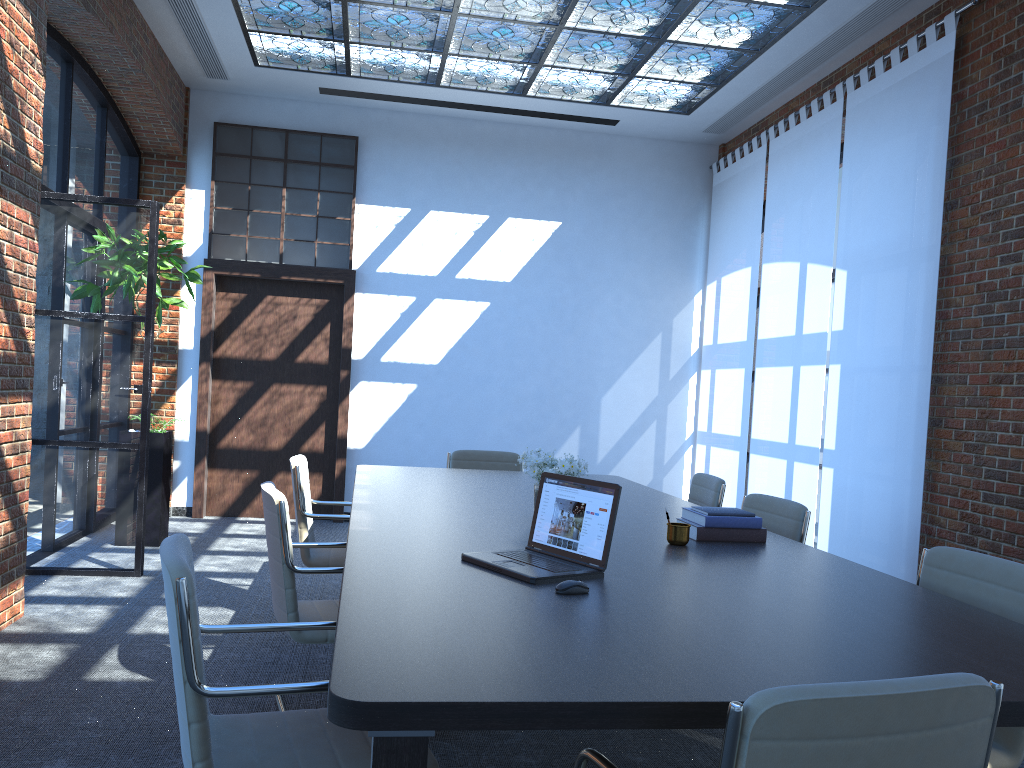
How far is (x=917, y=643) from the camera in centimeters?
209cm

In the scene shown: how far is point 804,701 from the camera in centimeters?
134cm

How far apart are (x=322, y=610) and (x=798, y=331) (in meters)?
4.80

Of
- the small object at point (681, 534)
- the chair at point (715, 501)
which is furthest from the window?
the small object at point (681, 534)

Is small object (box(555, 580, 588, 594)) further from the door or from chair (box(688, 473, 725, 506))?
the door

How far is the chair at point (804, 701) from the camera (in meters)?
1.34

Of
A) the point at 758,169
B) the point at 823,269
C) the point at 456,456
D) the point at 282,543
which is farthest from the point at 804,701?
the point at 758,169

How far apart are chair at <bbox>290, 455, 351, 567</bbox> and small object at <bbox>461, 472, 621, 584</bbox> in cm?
208

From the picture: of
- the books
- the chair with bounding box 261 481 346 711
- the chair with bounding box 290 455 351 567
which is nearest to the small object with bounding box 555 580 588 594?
the books

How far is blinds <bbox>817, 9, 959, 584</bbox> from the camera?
5.48m
